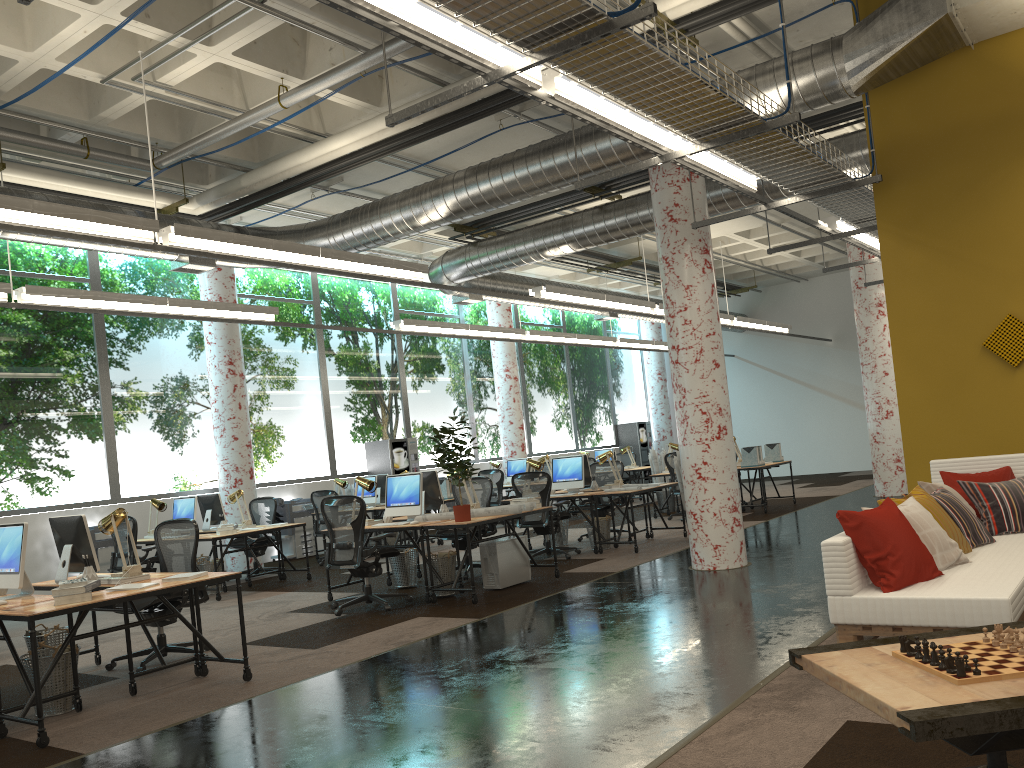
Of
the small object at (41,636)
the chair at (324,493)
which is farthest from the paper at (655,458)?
the small object at (41,636)

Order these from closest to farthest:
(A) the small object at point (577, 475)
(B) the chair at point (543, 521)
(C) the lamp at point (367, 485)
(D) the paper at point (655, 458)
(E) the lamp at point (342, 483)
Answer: (C) the lamp at point (367, 485)
(B) the chair at point (543, 521)
(A) the small object at point (577, 475)
(E) the lamp at point (342, 483)
(D) the paper at point (655, 458)

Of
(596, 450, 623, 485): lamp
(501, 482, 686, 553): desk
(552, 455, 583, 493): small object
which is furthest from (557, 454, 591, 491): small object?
(501, 482, 686, 553): desk

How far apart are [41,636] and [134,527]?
4.06m

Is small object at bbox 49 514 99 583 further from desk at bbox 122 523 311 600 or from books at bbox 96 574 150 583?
desk at bbox 122 523 311 600

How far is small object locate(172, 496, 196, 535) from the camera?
10.9 meters

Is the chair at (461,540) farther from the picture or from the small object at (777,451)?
the small object at (777,451)

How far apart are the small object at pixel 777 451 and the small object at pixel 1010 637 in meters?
12.9 m

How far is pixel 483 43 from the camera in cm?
461

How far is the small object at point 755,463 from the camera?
13.7 meters
